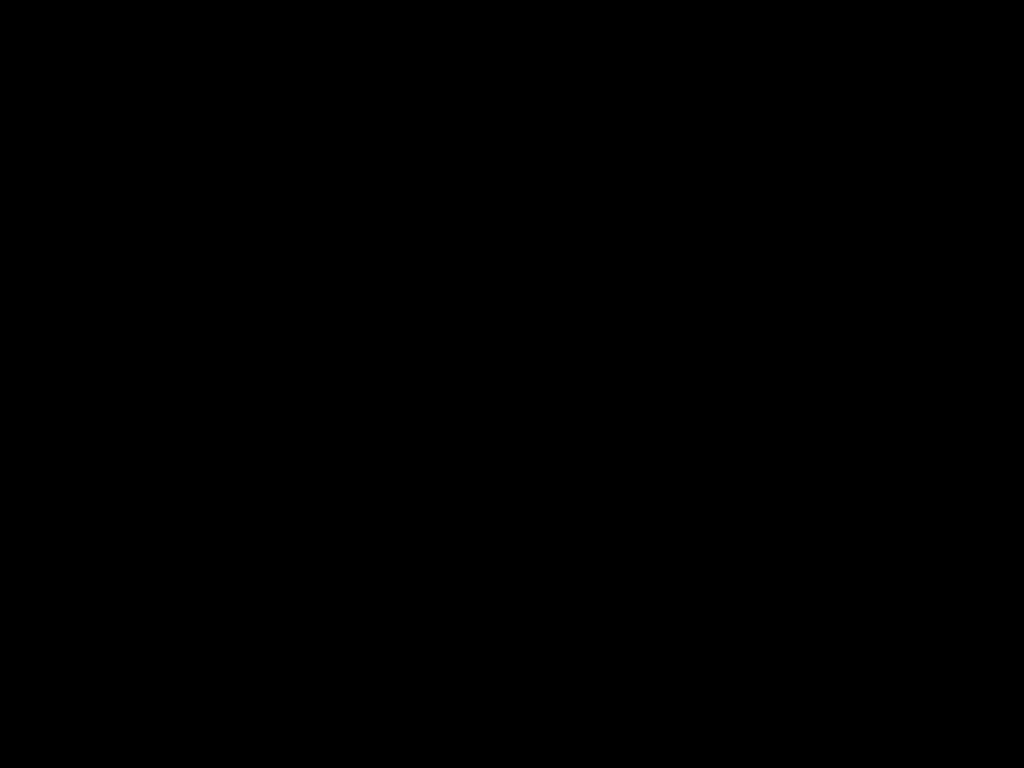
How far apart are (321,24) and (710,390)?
2.0m

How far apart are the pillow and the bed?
0.0 meters

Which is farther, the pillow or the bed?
the pillow

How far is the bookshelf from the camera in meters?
2.5 m

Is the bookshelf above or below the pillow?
below

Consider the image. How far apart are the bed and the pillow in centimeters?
2cm

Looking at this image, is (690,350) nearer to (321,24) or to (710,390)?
(710,390)

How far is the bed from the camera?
0.57m

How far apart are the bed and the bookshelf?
0.0 meters

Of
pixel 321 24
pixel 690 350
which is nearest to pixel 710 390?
pixel 690 350
